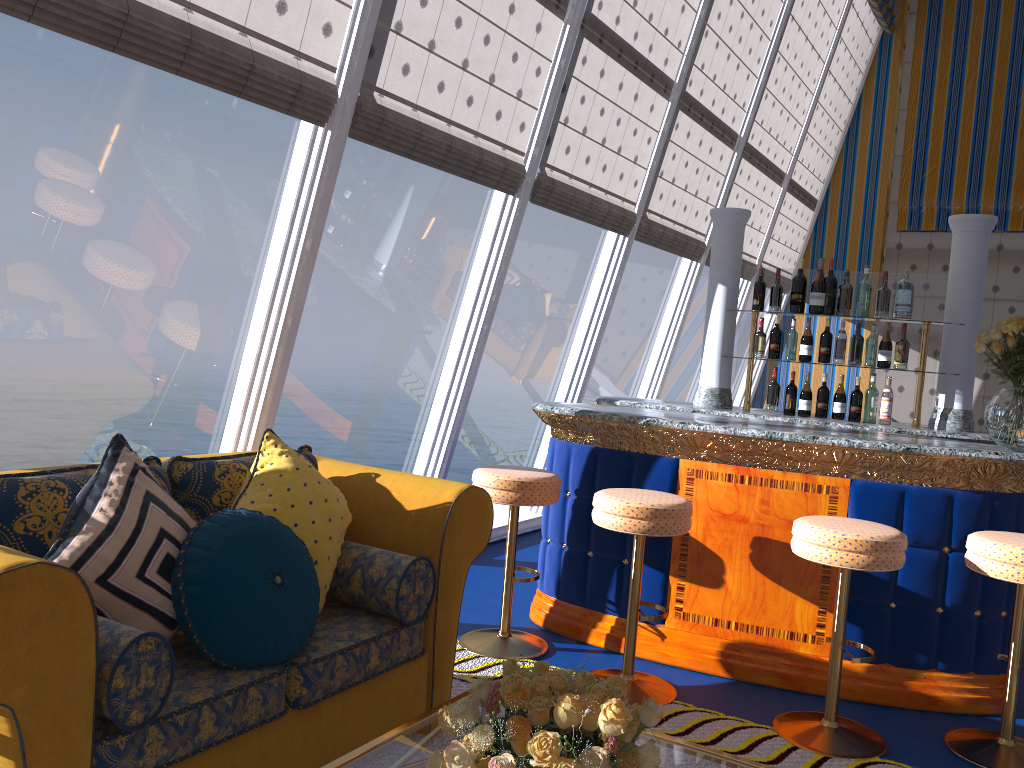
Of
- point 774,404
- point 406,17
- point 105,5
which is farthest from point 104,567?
point 774,404

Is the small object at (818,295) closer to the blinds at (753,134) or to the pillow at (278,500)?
the pillow at (278,500)

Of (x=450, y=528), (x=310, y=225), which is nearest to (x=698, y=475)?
(x=450, y=528)

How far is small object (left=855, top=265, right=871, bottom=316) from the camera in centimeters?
465cm

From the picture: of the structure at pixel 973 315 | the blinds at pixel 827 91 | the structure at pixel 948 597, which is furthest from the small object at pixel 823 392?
the blinds at pixel 827 91

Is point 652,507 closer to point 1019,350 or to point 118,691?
point 1019,350

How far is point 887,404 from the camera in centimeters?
466cm

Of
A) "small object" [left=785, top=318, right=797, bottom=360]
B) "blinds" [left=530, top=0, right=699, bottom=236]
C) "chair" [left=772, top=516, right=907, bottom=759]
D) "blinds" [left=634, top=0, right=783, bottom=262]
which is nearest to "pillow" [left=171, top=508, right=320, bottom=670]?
"chair" [left=772, top=516, right=907, bottom=759]

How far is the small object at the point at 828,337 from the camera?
4.7 meters

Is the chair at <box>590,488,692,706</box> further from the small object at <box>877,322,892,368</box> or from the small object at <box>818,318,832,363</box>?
the small object at <box>877,322,892,368</box>
